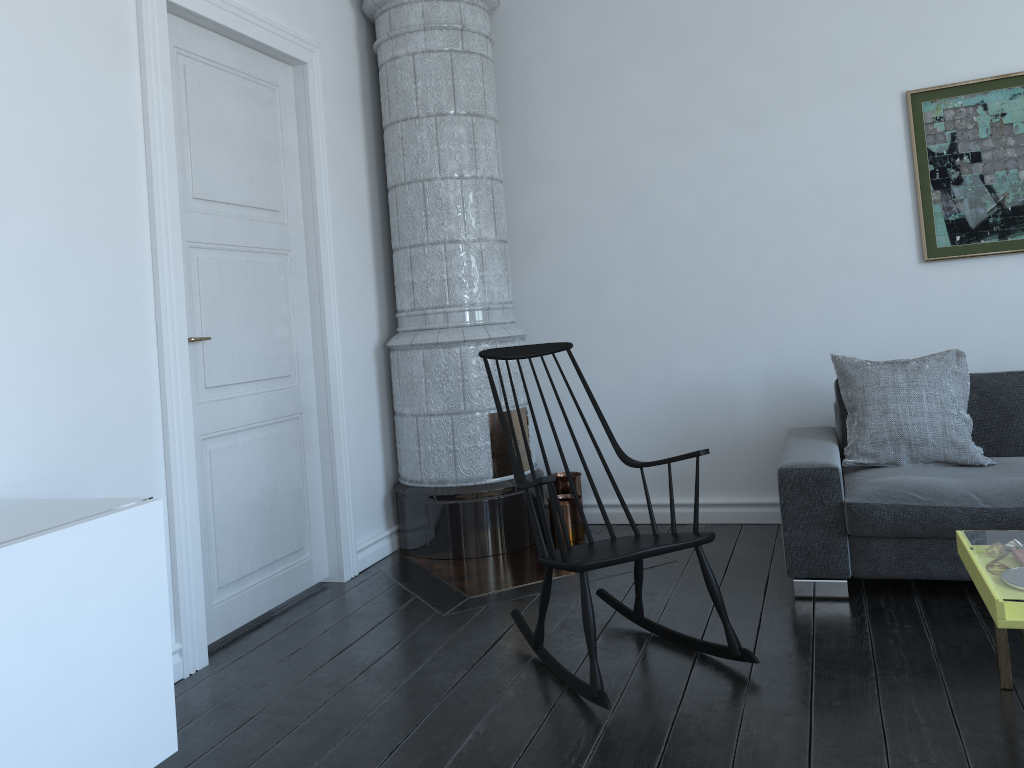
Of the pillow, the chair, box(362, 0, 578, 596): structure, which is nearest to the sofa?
the pillow

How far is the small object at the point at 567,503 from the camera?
4.4 meters

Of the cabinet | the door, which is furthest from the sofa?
the cabinet

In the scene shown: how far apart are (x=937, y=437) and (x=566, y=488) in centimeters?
181cm

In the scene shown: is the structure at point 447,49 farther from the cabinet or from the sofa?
the cabinet

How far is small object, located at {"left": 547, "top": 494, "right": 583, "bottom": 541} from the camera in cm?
441

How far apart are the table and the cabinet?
1.98m

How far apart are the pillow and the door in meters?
2.2 m

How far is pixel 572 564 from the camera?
2.6 meters

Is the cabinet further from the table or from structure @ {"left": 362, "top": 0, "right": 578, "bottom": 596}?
the table
